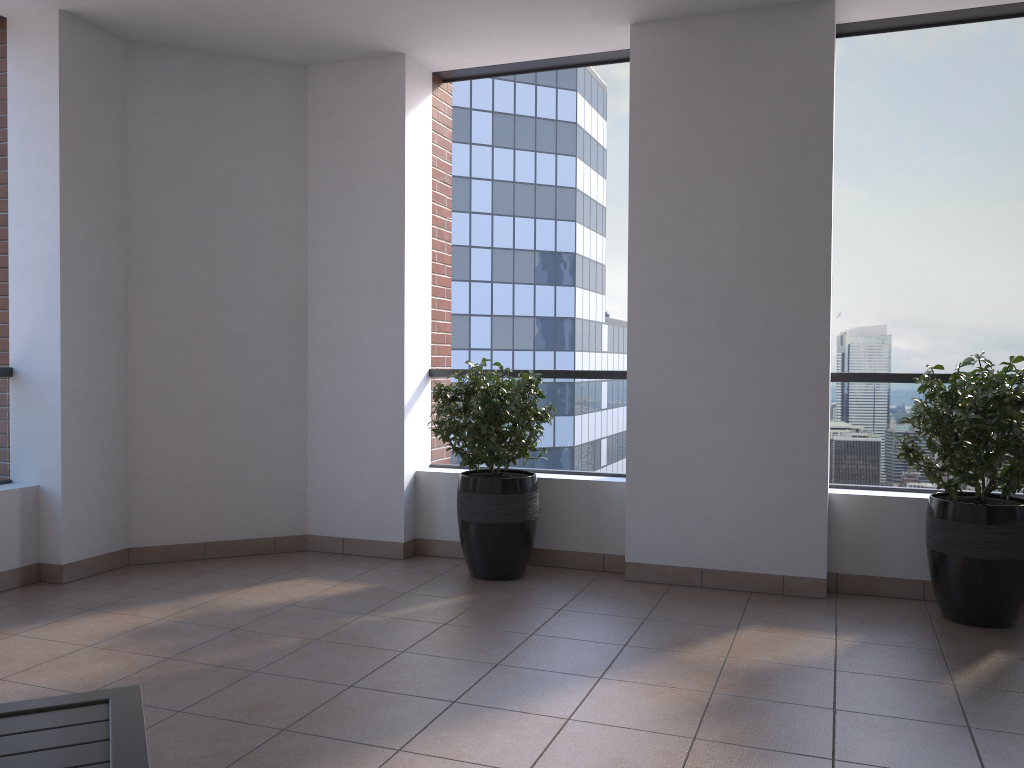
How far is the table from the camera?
1.5m

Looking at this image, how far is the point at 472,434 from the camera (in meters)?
4.56

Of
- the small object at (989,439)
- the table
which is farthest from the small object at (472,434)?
the table

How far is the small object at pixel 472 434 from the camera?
4.6m

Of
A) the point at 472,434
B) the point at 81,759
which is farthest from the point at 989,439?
the point at 81,759

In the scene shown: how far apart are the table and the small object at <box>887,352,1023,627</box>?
3.3m

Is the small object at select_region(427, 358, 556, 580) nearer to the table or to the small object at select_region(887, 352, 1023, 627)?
the small object at select_region(887, 352, 1023, 627)

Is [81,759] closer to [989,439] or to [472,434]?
[472,434]

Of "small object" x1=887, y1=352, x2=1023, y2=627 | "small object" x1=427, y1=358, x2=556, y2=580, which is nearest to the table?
"small object" x1=427, y1=358, x2=556, y2=580

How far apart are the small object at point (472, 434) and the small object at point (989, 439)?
1.7m
